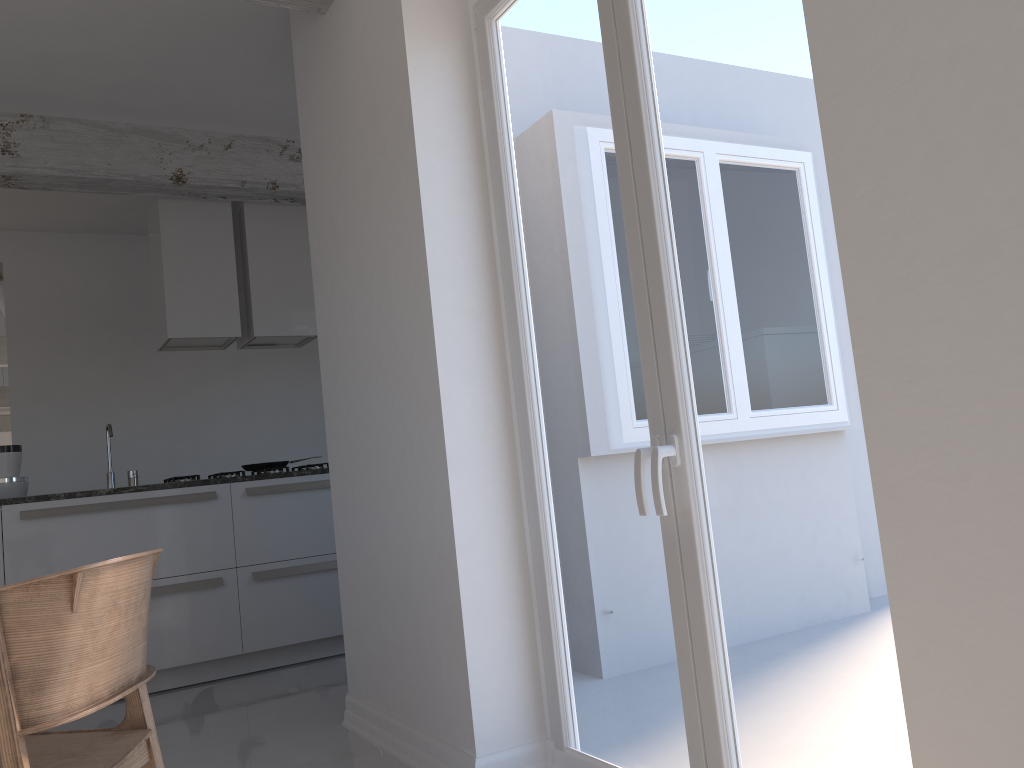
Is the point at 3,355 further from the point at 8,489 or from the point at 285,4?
the point at 285,4

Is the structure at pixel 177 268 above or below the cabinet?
above

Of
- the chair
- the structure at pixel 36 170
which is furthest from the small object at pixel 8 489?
the chair

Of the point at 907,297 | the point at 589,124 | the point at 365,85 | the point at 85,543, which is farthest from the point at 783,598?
the point at 85,543

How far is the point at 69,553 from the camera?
4.1 meters

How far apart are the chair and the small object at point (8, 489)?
2.9 meters

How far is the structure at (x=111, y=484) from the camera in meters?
4.6 m

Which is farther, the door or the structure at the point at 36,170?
the structure at the point at 36,170

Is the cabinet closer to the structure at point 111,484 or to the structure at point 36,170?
the structure at point 111,484

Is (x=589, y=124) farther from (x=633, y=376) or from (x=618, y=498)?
(x=618, y=498)
